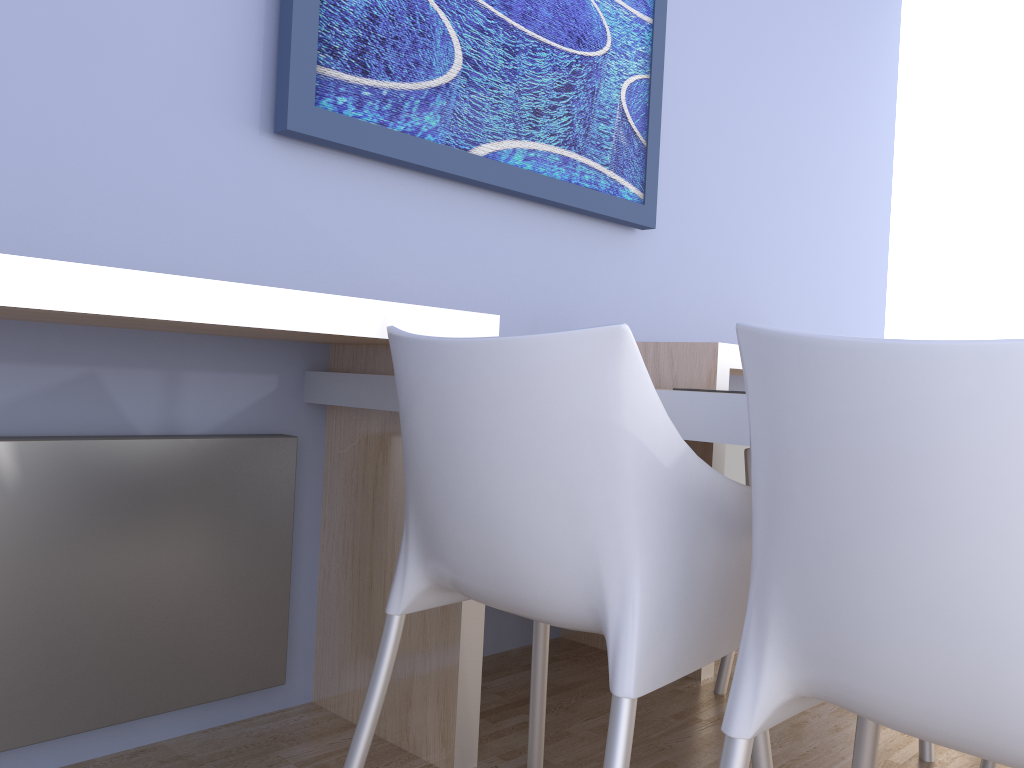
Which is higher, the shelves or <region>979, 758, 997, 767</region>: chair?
the shelves

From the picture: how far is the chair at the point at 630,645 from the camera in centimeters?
102cm

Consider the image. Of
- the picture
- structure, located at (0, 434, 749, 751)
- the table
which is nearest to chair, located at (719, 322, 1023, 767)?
the table

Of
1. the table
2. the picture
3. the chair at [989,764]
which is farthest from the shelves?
the chair at [989,764]

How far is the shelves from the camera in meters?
1.2

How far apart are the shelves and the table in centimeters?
6cm

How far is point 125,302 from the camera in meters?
1.2

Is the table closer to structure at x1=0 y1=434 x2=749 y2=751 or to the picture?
structure at x1=0 y1=434 x2=749 y2=751

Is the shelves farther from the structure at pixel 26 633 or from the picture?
the picture

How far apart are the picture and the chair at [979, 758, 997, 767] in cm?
157
